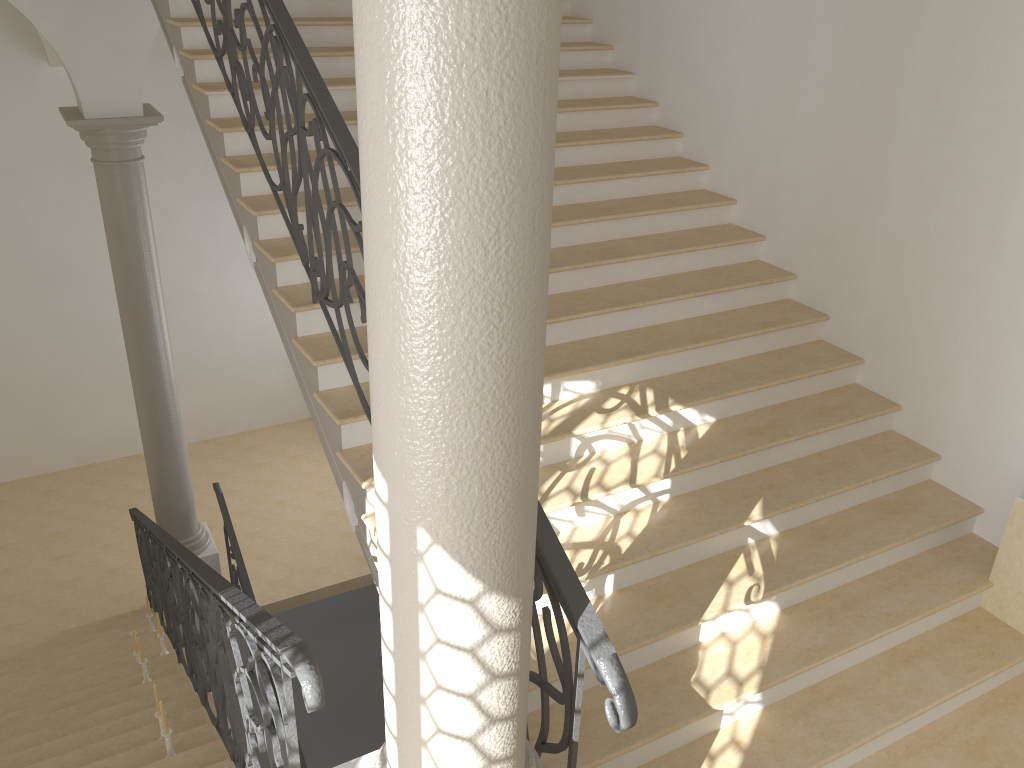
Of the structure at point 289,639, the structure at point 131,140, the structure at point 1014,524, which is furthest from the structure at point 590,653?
the structure at point 1014,524

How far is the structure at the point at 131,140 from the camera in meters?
7.0

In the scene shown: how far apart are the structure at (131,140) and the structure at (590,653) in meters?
1.7 m

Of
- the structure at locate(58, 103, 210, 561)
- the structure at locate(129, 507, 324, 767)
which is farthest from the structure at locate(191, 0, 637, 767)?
the structure at locate(58, 103, 210, 561)

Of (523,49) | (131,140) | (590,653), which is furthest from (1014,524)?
(131,140)

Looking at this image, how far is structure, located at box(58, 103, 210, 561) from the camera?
6.96m

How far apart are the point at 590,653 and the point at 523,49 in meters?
1.6

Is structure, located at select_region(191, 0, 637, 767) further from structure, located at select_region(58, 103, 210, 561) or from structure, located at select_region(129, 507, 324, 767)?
structure, located at select_region(58, 103, 210, 561)

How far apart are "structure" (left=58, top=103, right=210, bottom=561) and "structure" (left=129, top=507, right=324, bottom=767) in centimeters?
21cm

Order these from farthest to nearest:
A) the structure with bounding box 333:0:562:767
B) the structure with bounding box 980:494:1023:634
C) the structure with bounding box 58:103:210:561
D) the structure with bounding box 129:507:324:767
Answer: the structure with bounding box 58:103:210:561
the structure with bounding box 980:494:1023:634
the structure with bounding box 129:507:324:767
the structure with bounding box 333:0:562:767
